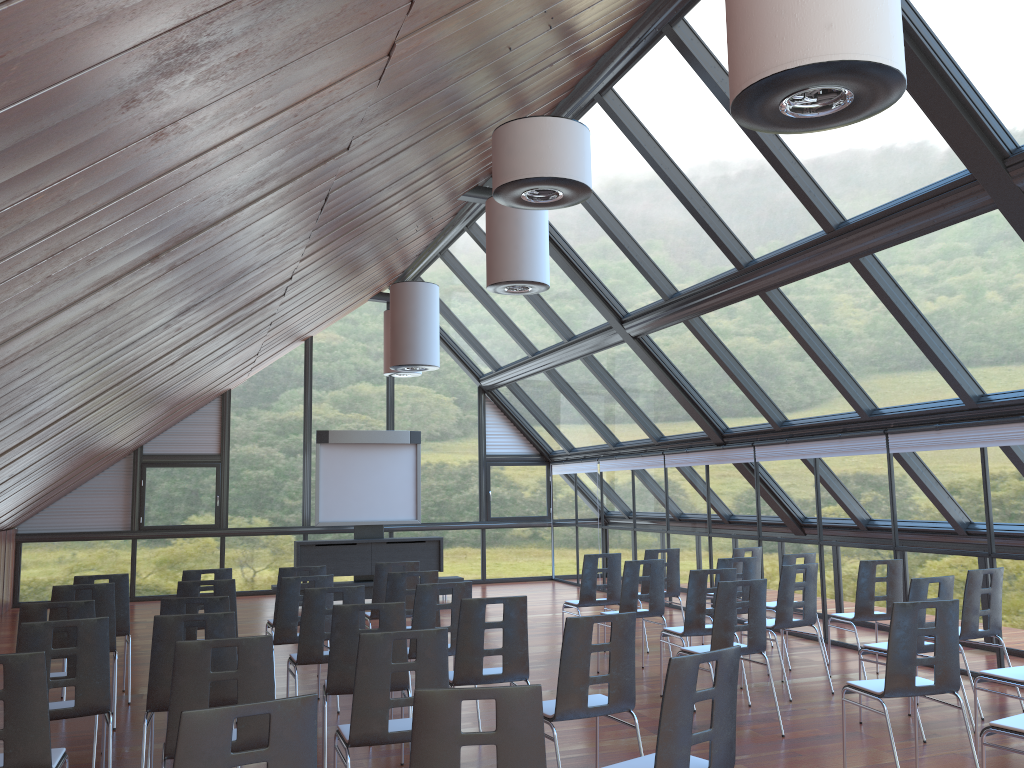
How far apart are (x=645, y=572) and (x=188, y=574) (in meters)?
5.15

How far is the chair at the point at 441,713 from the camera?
3.2 meters

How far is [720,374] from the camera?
11.9m

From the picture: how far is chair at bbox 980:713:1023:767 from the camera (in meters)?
4.62

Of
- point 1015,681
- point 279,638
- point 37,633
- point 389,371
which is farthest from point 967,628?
point 389,371

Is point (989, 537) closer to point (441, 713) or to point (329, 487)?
Result: point (441, 713)

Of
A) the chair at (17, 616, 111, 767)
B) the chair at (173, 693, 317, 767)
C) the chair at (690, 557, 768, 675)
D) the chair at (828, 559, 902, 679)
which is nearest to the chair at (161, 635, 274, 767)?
the chair at (17, 616, 111, 767)

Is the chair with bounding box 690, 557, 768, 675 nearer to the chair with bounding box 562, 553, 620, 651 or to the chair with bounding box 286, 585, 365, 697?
the chair with bounding box 562, 553, 620, 651

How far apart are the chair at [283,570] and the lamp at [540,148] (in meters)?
4.57

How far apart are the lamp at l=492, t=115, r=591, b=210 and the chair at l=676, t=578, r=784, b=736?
3.1 meters
